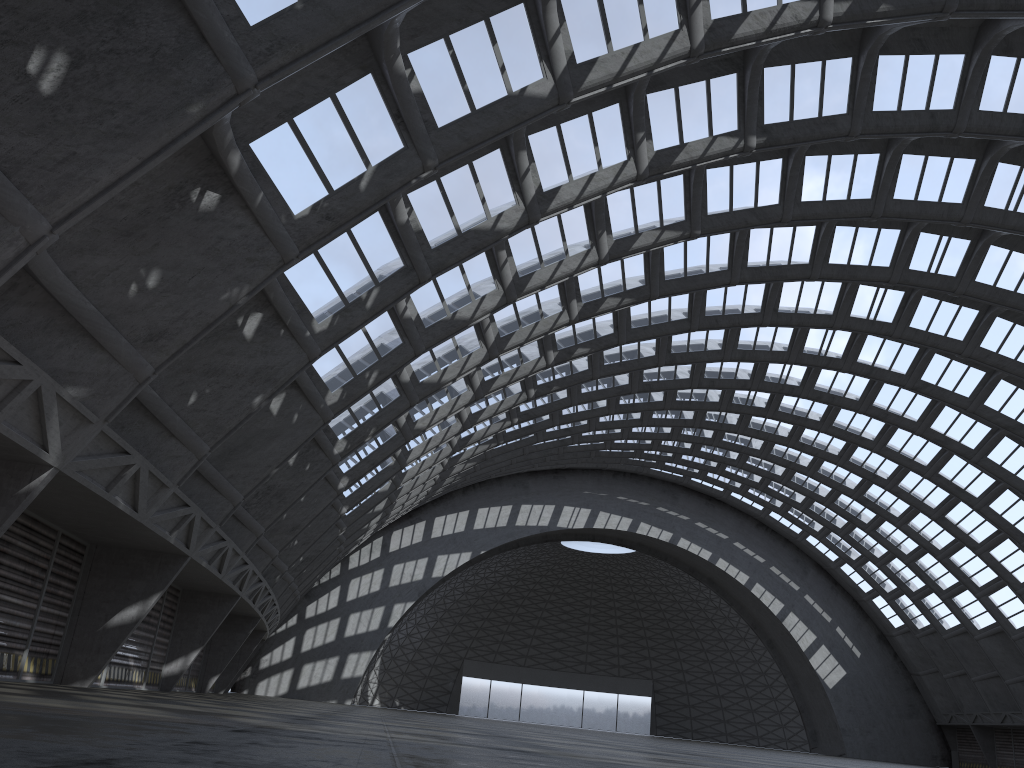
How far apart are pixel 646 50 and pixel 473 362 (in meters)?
12.40

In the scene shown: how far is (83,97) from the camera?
9.6m
